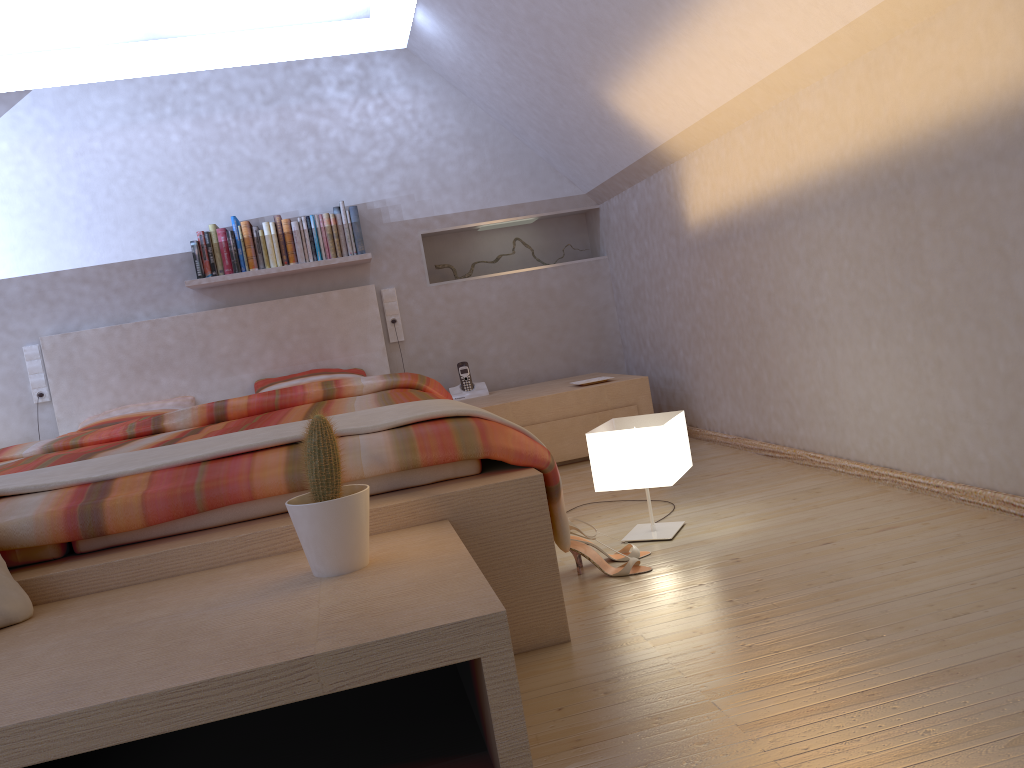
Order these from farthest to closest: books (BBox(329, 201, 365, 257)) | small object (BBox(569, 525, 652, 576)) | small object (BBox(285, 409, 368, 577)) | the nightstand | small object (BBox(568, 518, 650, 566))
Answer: books (BBox(329, 201, 365, 257))
the nightstand
small object (BBox(568, 518, 650, 566))
small object (BBox(569, 525, 652, 576))
small object (BBox(285, 409, 368, 577))

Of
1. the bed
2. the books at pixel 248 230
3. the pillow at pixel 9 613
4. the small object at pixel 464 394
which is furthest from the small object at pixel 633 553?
the books at pixel 248 230

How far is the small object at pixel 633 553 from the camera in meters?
2.3

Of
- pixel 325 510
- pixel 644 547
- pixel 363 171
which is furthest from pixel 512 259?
pixel 325 510

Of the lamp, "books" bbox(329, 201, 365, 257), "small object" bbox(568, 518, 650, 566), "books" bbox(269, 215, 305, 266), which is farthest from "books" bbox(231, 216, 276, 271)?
"small object" bbox(568, 518, 650, 566)

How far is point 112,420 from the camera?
4.2 meters

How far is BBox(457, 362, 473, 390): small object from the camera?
4.6 meters

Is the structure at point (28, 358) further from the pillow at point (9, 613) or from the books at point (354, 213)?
the pillow at point (9, 613)

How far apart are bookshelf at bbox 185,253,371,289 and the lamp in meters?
2.2

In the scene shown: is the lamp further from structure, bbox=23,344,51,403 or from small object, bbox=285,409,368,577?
structure, bbox=23,344,51,403
